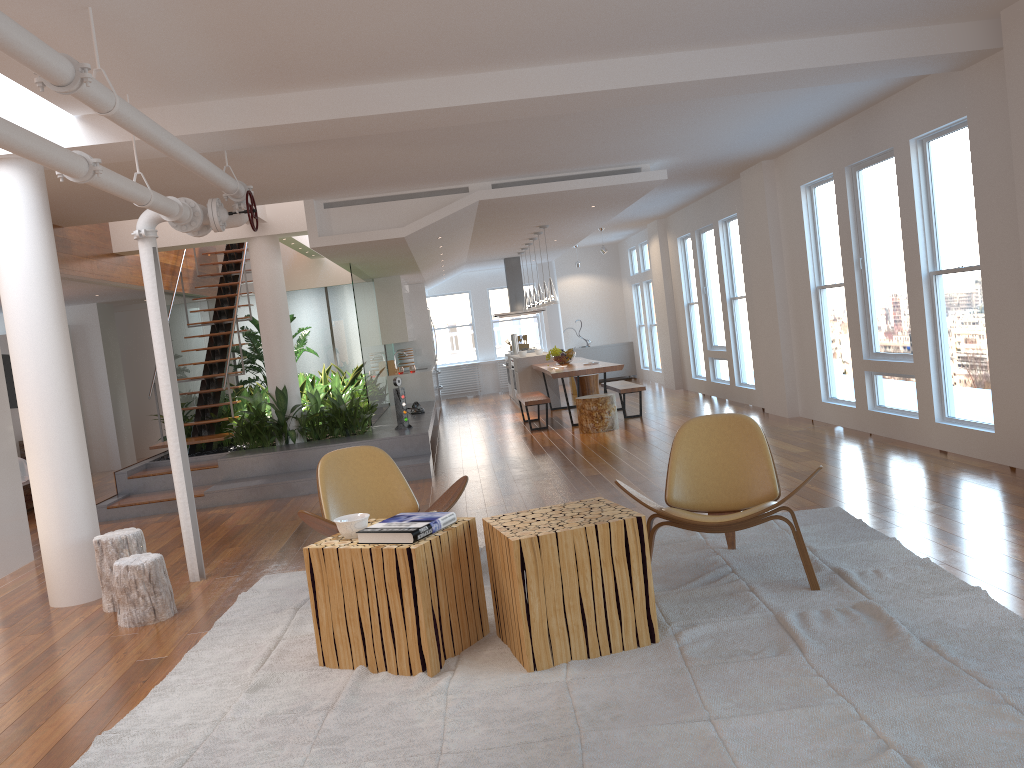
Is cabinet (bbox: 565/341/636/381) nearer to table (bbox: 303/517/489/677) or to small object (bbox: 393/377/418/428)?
small object (bbox: 393/377/418/428)

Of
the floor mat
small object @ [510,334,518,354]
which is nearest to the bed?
the floor mat

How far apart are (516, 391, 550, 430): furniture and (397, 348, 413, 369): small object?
3.6m

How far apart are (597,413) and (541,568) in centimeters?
676cm

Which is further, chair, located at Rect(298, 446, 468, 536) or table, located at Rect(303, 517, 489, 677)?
chair, located at Rect(298, 446, 468, 536)

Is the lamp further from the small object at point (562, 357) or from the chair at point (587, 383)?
the chair at point (587, 383)

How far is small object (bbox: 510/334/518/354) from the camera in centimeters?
1532cm

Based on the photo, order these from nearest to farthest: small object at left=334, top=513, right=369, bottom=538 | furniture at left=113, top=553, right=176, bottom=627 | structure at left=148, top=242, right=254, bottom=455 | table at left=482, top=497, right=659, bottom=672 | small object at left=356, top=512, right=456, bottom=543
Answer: table at left=482, top=497, right=659, bottom=672 < small object at left=356, top=512, right=456, bottom=543 < small object at left=334, top=513, right=369, bottom=538 < furniture at left=113, top=553, right=176, bottom=627 < structure at left=148, top=242, right=254, bottom=455

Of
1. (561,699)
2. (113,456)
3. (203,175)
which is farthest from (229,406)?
(561,699)

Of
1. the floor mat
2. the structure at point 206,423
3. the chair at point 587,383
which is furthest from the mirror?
the floor mat
